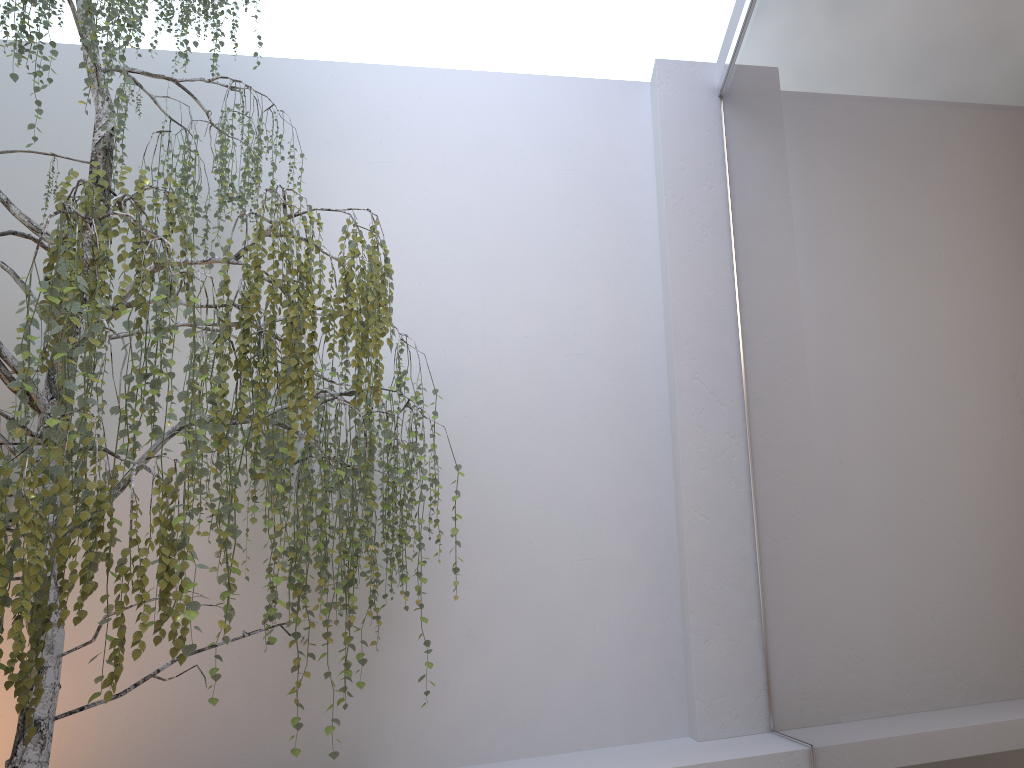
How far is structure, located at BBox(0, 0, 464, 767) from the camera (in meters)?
1.95

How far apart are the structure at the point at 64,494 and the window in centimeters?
115cm

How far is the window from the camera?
1.52m

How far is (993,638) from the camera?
1.5m

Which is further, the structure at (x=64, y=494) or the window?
the structure at (x=64, y=494)

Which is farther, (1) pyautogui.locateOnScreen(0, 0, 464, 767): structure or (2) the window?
(1) pyautogui.locateOnScreen(0, 0, 464, 767): structure

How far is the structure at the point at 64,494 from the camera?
2.0m

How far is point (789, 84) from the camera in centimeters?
281cm

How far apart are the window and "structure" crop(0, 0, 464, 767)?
1.2m
